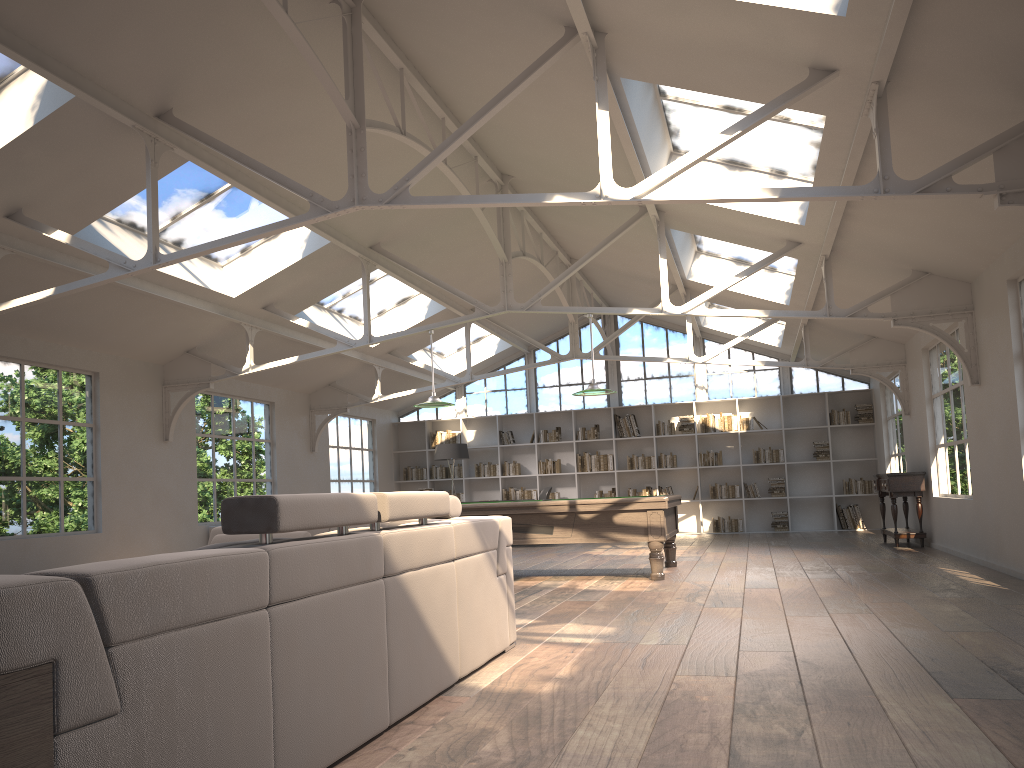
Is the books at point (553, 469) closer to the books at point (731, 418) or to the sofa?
the books at point (731, 418)

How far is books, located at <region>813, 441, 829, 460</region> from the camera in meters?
15.1 m

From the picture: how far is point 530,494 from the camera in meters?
16.3

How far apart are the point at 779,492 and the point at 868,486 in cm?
144

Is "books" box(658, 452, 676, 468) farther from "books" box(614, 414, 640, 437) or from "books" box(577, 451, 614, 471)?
"books" box(577, 451, 614, 471)

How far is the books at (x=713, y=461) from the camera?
15.5 meters

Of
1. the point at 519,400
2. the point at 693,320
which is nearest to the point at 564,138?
the point at 693,320

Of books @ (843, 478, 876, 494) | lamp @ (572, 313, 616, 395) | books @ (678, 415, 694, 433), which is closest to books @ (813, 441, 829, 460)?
books @ (843, 478, 876, 494)

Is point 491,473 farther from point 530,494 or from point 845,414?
point 845,414

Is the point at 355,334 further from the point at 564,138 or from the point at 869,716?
the point at 869,716
